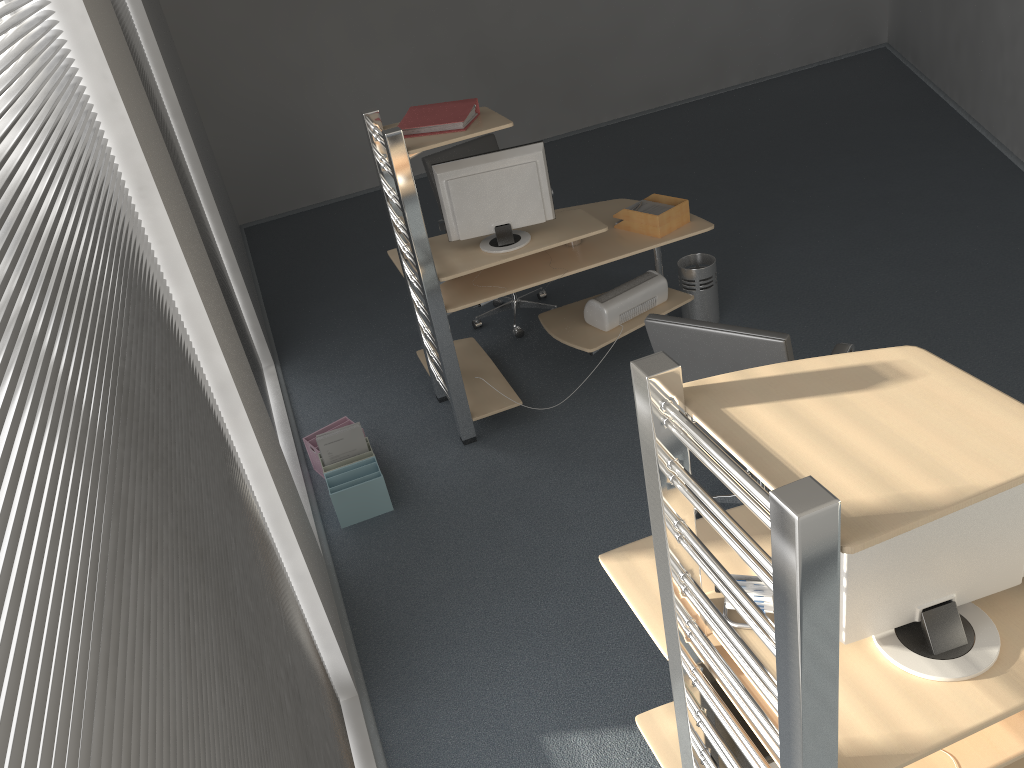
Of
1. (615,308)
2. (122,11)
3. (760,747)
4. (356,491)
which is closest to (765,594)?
(760,747)

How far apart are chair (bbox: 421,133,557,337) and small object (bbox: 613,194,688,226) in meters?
1.1

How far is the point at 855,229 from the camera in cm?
571

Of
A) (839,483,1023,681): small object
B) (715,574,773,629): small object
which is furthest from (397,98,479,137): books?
(839,483,1023,681): small object

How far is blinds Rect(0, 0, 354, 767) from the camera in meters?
0.8 m

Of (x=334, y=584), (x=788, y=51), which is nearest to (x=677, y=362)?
(x=334, y=584)

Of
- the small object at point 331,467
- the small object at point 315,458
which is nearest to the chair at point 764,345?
the small object at point 331,467

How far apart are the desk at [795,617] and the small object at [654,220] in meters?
2.1 m

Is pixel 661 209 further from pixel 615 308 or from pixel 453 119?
pixel 453 119

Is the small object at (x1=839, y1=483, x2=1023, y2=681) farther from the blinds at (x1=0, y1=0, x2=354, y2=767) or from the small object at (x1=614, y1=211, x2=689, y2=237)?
the small object at (x1=614, y1=211, x2=689, y2=237)
